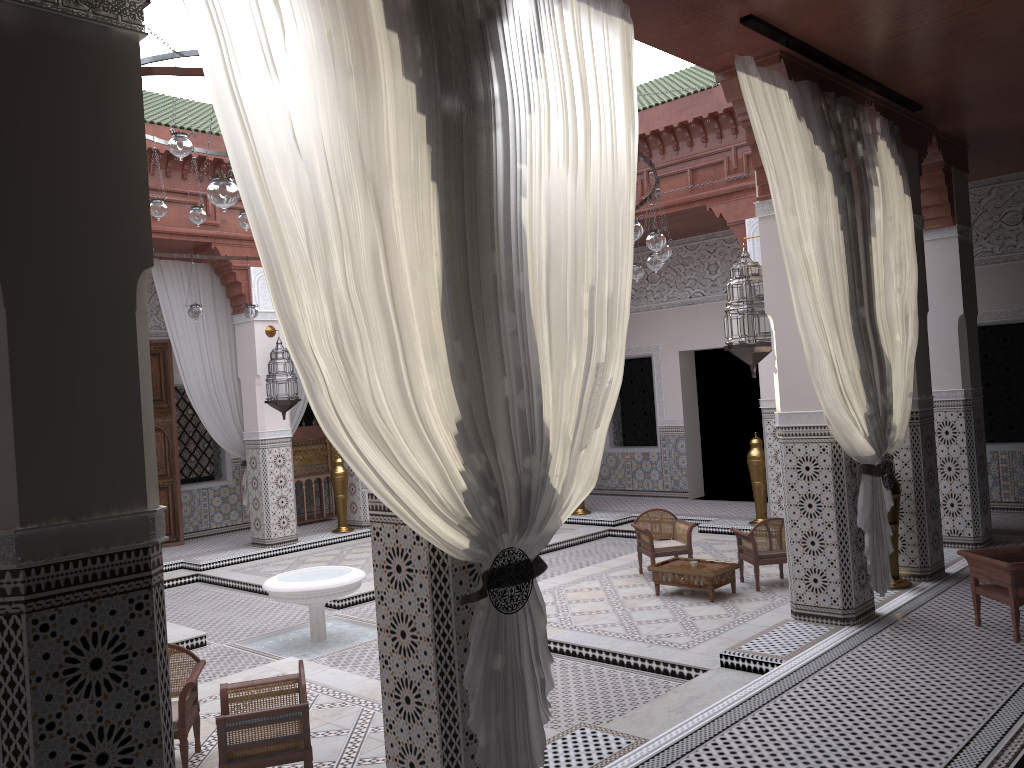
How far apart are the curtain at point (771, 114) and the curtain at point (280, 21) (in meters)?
0.57

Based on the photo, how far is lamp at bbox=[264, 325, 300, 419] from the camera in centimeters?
553cm

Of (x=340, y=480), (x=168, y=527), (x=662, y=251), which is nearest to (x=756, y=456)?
(x=662, y=251)

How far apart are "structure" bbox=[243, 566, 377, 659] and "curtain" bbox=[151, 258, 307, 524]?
2.0 meters

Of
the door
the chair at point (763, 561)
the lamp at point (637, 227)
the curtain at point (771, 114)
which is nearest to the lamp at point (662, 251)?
the lamp at point (637, 227)

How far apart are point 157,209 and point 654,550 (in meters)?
2.73

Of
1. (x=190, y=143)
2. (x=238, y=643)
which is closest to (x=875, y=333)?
(x=190, y=143)

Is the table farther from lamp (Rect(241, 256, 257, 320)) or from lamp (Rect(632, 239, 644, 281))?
lamp (Rect(241, 256, 257, 320))

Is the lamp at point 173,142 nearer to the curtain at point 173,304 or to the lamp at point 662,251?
the lamp at point 662,251

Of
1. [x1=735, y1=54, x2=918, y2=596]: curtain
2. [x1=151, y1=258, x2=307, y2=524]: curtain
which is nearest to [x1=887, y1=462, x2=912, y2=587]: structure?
[x1=735, y1=54, x2=918, y2=596]: curtain
